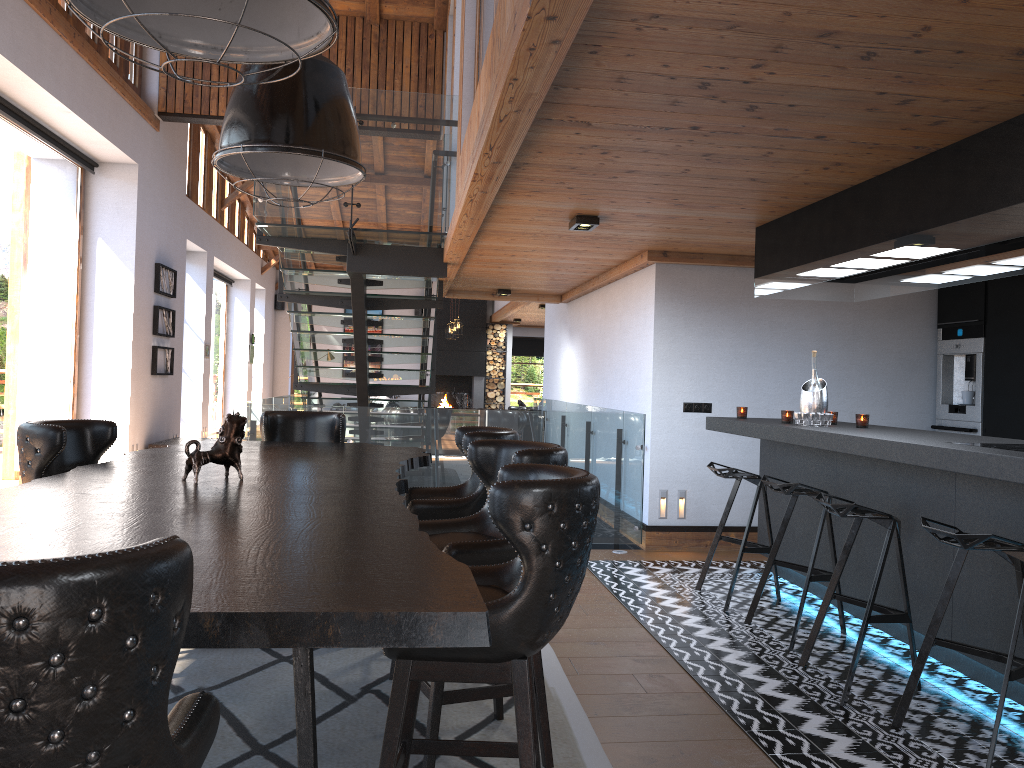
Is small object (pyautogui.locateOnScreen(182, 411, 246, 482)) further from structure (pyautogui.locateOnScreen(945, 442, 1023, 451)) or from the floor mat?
structure (pyautogui.locateOnScreen(945, 442, 1023, 451))

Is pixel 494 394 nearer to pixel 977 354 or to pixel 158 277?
pixel 158 277

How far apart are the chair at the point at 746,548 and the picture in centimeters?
756cm

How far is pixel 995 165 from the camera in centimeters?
344cm

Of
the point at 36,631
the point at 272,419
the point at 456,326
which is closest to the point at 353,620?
the point at 36,631

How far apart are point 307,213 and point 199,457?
4.16m

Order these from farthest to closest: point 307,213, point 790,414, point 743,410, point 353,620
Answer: point 307,213
point 743,410
point 790,414
point 353,620

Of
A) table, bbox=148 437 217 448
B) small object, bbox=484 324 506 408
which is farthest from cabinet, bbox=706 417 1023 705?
small object, bbox=484 324 506 408

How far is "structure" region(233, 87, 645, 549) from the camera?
6.9m

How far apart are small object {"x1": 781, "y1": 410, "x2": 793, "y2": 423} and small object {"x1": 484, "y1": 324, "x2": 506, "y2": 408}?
14.8 meters
